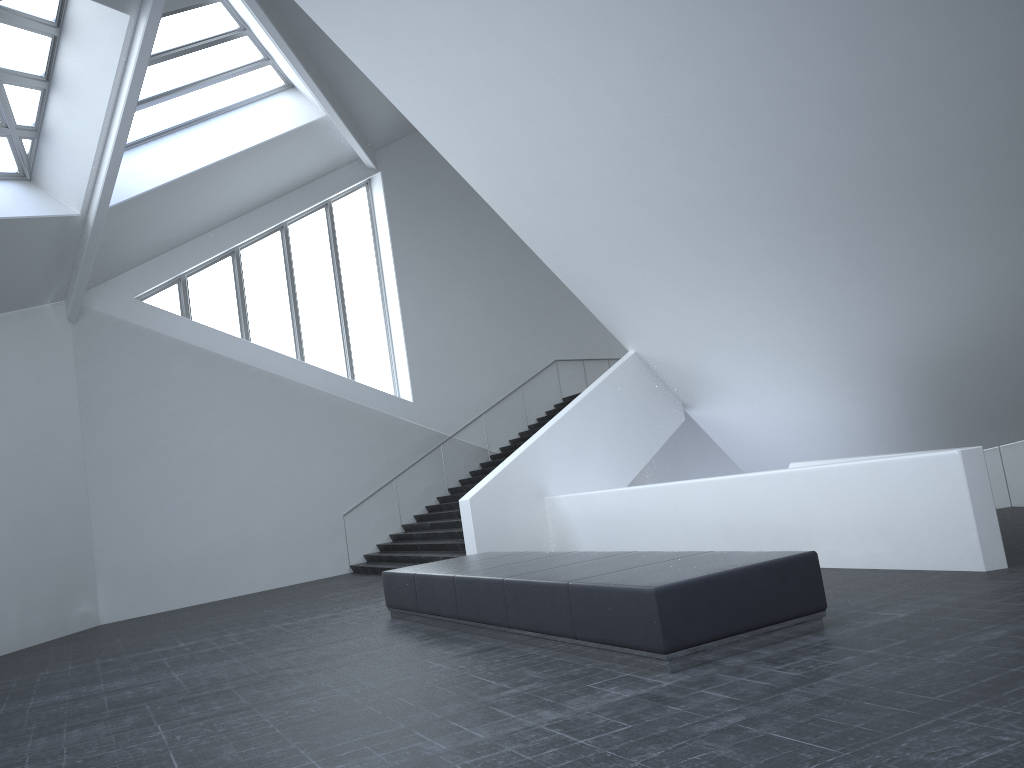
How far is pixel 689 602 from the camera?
6.0 meters

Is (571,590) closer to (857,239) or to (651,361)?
(857,239)

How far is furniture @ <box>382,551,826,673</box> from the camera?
6.0m

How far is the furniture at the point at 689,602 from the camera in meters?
6.0
